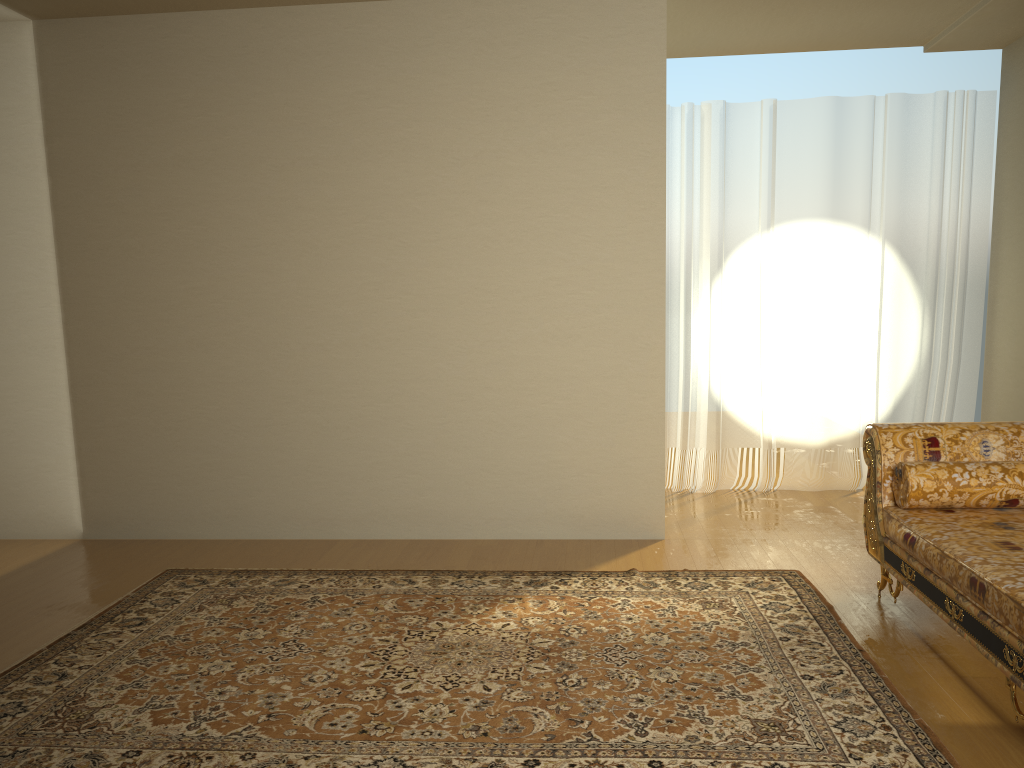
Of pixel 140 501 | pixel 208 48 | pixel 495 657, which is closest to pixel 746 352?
pixel 495 657

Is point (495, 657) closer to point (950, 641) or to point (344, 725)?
point (344, 725)

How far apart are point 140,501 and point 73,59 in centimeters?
240cm

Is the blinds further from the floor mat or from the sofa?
the sofa

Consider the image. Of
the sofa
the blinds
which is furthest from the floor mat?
the blinds

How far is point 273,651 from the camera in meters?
3.2

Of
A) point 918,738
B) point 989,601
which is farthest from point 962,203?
point 918,738

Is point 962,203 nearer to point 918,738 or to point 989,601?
point 989,601

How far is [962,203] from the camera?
5.58m

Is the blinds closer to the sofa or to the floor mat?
the floor mat
